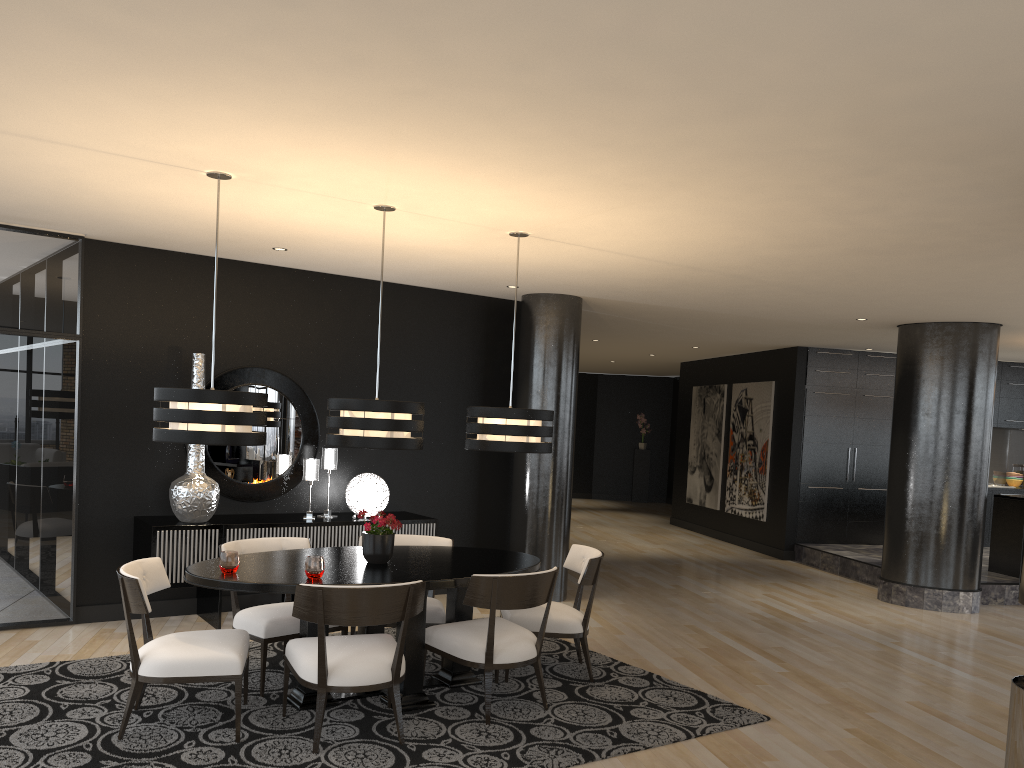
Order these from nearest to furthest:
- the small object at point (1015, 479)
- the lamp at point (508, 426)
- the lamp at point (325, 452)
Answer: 1. the lamp at point (508, 426)
2. the lamp at point (325, 452)
3. the small object at point (1015, 479)

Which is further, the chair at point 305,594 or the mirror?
the mirror

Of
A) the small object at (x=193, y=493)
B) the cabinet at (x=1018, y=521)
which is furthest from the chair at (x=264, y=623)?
the cabinet at (x=1018, y=521)

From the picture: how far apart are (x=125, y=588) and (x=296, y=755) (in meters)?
1.08

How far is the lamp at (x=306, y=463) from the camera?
6.8m

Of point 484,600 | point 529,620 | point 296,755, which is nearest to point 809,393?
point 529,620

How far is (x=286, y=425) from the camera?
7.1m

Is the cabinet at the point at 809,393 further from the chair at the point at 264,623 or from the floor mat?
the chair at the point at 264,623

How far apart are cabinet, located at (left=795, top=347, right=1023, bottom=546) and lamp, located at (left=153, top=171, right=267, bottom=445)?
8.47m

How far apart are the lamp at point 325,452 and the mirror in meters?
0.2
